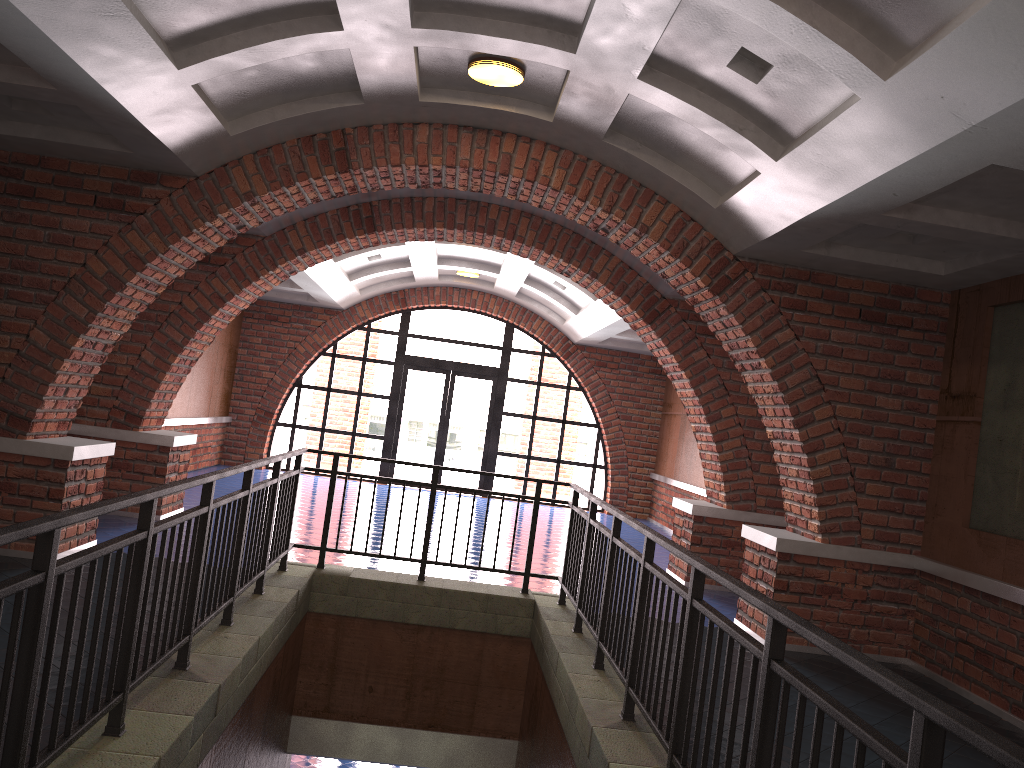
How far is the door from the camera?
16.34m

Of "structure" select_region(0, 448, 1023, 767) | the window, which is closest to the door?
the window

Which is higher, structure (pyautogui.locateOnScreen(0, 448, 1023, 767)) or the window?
the window

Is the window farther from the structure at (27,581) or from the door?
the structure at (27,581)

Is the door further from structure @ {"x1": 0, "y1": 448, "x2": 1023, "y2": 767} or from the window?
structure @ {"x1": 0, "y1": 448, "x2": 1023, "y2": 767}

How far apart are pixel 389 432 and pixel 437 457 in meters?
1.0

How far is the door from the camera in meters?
16.3

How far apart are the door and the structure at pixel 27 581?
9.20m

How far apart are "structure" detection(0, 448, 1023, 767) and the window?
9.2 meters

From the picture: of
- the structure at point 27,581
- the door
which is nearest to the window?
the door
